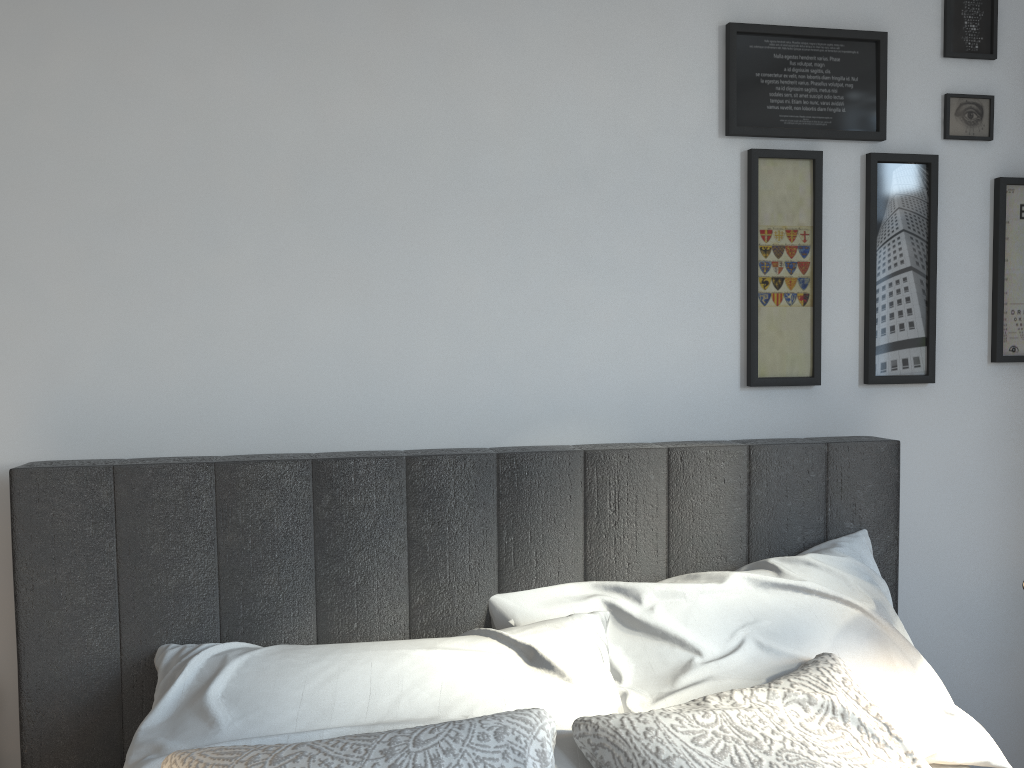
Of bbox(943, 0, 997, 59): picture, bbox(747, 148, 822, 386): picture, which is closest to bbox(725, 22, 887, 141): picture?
bbox(747, 148, 822, 386): picture

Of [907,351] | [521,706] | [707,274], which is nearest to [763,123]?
[707,274]

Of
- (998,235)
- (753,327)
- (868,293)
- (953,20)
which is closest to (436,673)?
(753,327)

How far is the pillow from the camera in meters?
1.1

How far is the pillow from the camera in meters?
1.1

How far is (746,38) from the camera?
1.9m

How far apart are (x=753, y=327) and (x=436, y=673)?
1.0 meters

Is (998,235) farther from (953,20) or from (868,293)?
(953,20)

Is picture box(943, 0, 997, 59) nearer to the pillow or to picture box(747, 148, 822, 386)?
picture box(747, 148, 822, 386)

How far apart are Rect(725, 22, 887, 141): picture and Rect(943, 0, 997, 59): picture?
0.2 meters
